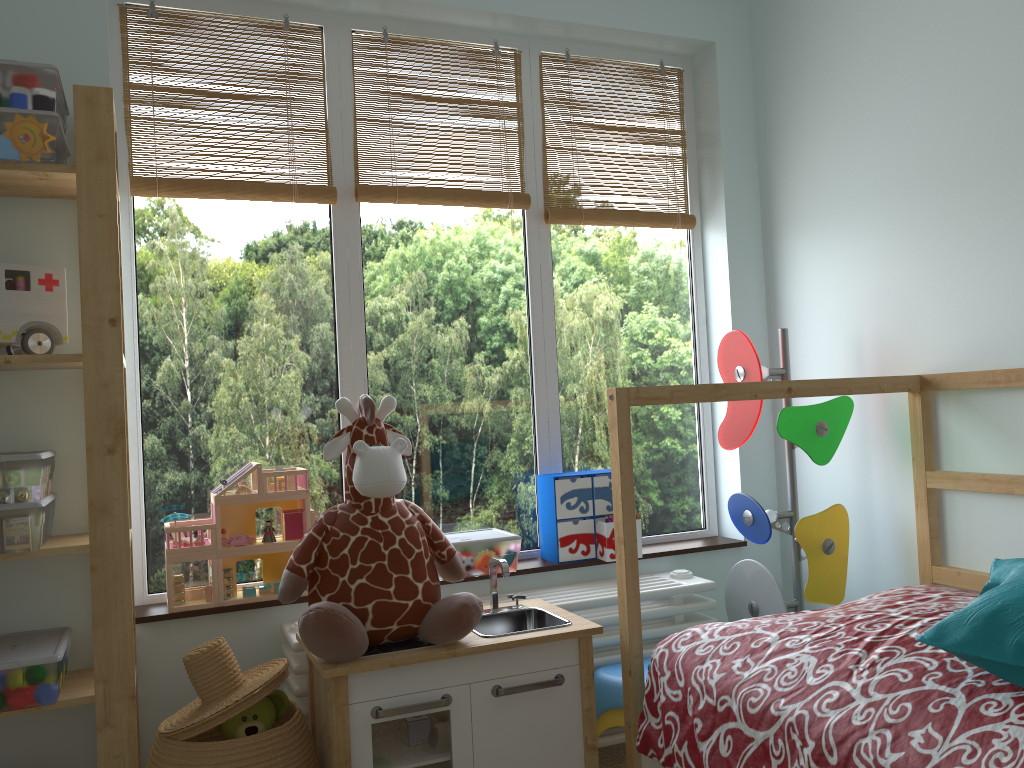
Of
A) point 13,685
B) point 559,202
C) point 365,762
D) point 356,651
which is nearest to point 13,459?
point 13,685

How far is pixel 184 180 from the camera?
2.2m

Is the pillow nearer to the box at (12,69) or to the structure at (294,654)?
the structure at (294,654)

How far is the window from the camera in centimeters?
223cm

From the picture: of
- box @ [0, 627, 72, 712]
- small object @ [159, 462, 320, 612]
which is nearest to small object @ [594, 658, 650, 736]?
small object @ [159, 462, 320, 612]

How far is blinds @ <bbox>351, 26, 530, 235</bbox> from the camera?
2.4 meters

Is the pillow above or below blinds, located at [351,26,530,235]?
below

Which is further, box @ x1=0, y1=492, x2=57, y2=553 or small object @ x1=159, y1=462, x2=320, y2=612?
small object @ x1=159, y1=462, x2=320, y2=612

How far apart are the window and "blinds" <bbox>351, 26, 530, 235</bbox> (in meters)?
0.02

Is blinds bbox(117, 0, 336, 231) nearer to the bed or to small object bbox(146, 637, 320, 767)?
the bed
